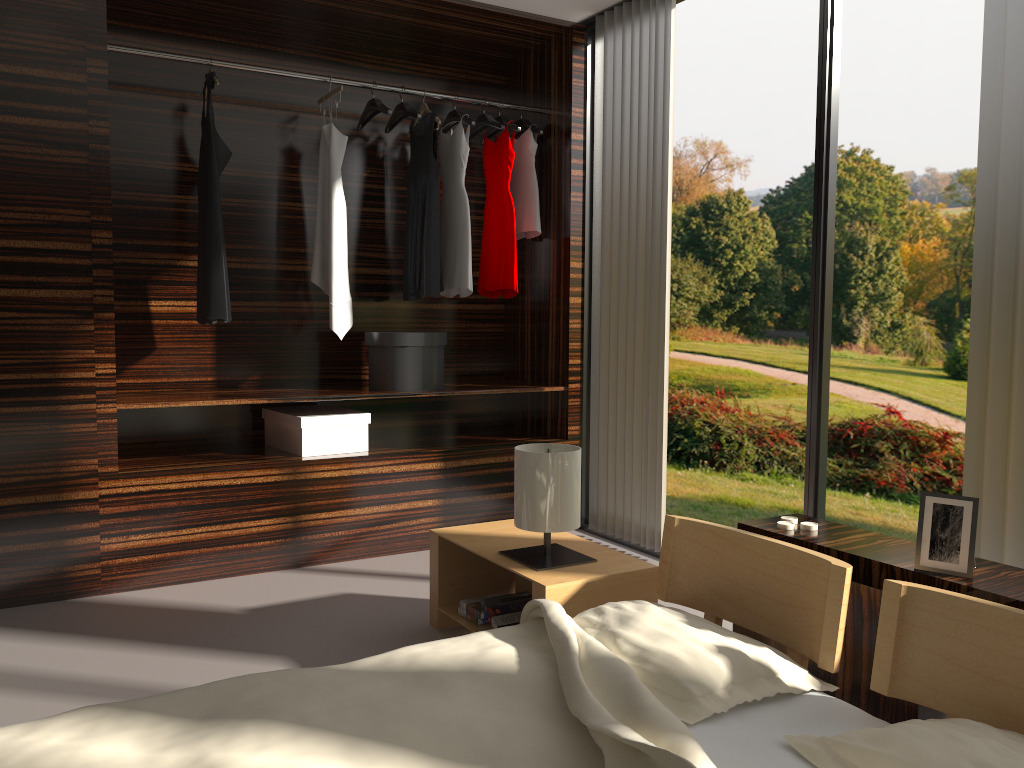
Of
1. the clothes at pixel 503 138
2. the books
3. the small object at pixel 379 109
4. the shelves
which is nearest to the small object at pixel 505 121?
the clothes at pixel 503 138

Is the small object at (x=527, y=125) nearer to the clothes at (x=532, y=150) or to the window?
the clothes at (x=532, y=150)

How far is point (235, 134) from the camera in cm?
398

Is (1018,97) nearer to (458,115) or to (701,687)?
(701,687)

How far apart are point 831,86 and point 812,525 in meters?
1.6

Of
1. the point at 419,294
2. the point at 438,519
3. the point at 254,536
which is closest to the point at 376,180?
the point at 419,294

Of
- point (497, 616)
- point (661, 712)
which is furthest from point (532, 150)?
point (661, 712)

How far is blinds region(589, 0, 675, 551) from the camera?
3.7m

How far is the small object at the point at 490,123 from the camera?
4.2 meters

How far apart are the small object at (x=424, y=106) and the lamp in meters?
2.1 m
